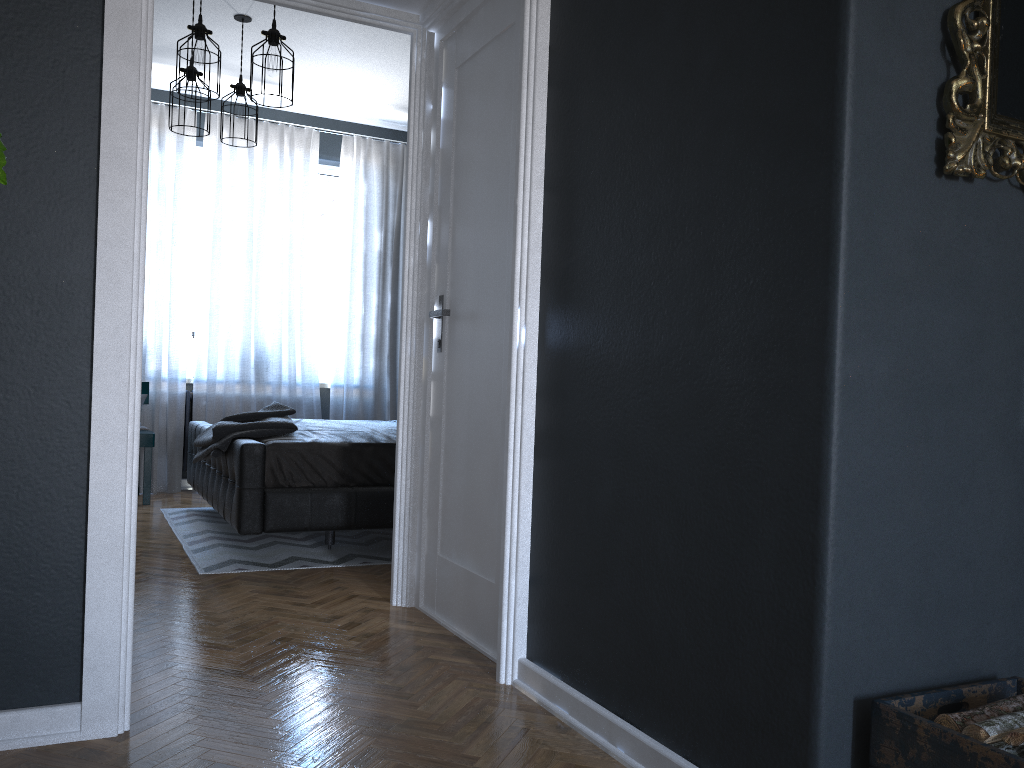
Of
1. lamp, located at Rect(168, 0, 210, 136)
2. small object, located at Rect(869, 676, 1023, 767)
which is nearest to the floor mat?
lamp, located at Rect(168, 0, 210, 136)

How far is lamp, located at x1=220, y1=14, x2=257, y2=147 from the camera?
5.3 meters

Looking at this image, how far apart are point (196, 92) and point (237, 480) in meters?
2.3

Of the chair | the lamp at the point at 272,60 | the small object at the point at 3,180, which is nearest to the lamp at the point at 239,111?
the lamp at the point at 272,60

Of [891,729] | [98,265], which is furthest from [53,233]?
[891,729]

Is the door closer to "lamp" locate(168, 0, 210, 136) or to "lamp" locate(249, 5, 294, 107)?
"lamp" locate(249, 5, 294, 107)

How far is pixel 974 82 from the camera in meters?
1.6 m

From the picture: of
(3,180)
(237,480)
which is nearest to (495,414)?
(237,480)

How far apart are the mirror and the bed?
3.0m

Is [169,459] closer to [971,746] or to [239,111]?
[239,111]
